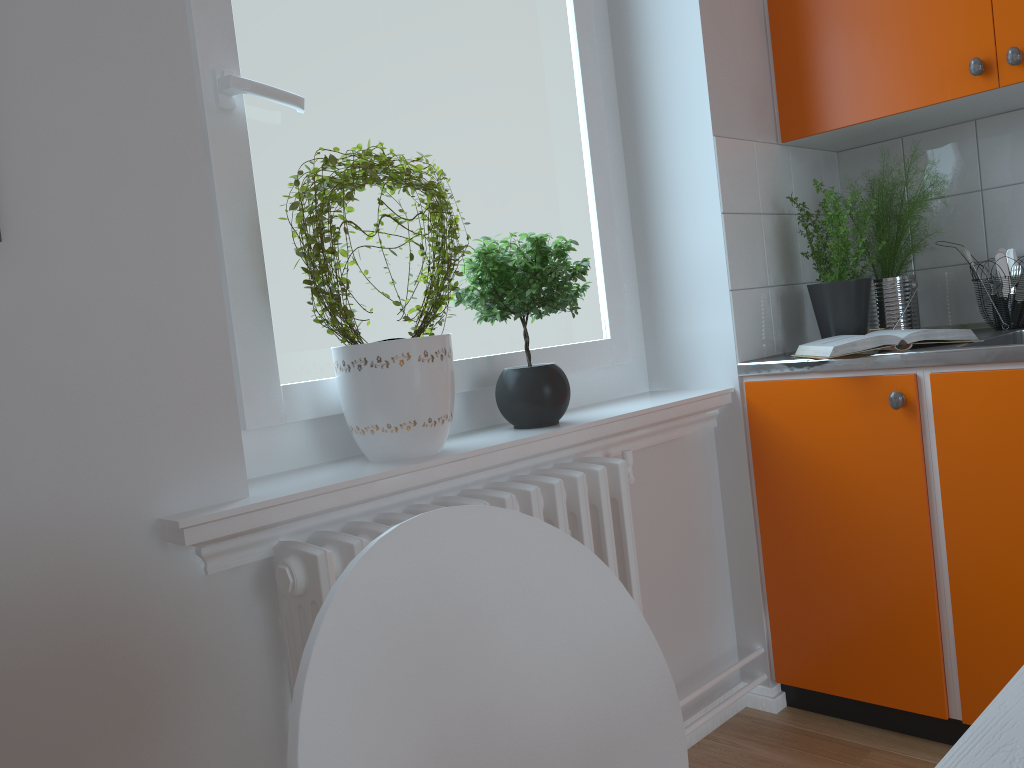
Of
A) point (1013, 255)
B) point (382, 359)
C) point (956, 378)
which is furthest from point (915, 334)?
point (382, 359)

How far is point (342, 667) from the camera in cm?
58

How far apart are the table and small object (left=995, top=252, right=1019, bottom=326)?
2.07m

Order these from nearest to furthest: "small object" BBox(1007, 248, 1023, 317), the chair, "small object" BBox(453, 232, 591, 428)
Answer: the chair, "small object" BBox(453, 232, 591, 428), "small object" BBox(1007, 248, 1023, 317)

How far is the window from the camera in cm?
151

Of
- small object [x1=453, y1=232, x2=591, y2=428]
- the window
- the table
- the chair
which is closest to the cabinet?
the window

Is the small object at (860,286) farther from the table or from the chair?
the table

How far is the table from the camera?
0.4 meters

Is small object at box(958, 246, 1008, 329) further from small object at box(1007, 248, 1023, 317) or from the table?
the table

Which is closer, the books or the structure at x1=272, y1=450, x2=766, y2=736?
the structure at x1=272, y1=450, x2=766, y2=736
